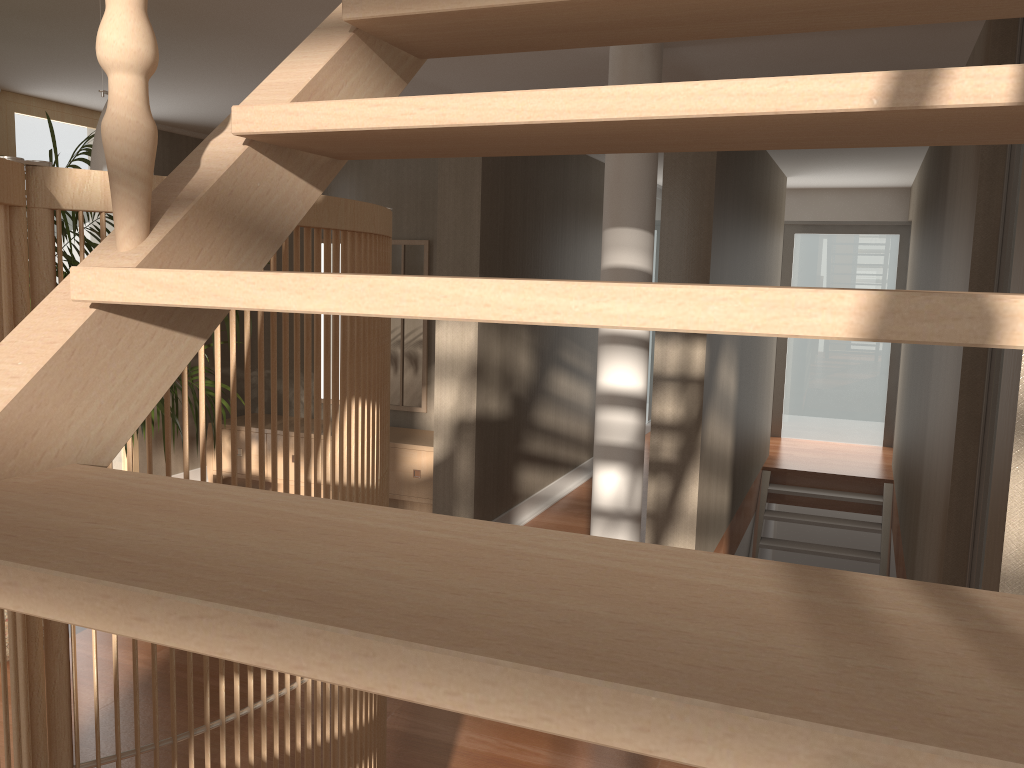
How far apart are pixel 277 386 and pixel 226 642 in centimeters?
625cm

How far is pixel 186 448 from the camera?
1.2m

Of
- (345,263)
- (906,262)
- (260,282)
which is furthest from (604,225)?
(906,262)

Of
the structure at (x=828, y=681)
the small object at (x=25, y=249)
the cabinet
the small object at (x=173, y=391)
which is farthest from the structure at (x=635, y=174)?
the structure at (x=828, y=681)

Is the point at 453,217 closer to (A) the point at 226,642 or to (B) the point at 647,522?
(B) the point at 647,522

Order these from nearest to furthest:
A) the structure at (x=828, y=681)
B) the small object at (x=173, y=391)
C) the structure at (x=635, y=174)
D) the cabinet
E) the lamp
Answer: the structure at (x=828, y=681)
the lamp
the small object at (x=173, y=391)
the structure at (x=635, y=174)
the cabinet

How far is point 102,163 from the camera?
1.99m

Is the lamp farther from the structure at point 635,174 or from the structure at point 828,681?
the structure at point 635,174

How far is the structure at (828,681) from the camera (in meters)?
0.39

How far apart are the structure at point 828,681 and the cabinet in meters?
4.3 m
